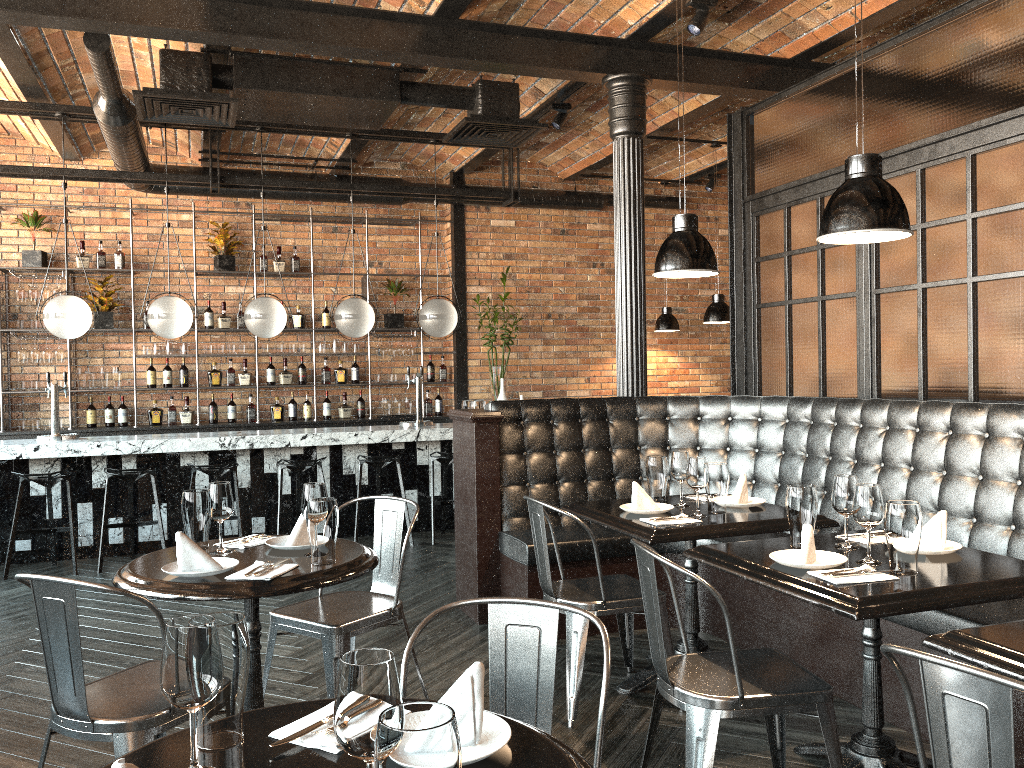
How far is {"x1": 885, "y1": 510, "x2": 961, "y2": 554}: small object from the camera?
2.9 meters

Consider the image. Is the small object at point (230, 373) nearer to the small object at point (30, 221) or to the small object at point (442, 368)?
the small object at point (30, 221)

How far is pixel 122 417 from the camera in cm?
855

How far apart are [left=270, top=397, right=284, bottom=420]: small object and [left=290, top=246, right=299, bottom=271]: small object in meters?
1.4 m

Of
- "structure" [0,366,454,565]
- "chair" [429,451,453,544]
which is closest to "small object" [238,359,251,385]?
"structure" [0,366,454,565]

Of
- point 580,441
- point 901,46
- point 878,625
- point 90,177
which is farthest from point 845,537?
point 90,177

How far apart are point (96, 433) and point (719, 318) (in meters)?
5.86

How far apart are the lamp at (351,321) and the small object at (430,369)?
2.13m

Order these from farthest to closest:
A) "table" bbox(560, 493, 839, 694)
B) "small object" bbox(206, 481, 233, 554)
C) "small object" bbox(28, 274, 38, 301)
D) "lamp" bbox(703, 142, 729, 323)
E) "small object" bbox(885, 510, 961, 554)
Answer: "small object" bbox(28, 274, 38, 301) → "lamp" bbox(703, 142, 729, 323) → "table" bbox(560, 493, 839, 694) → "small object" bbox(206, 481, 233, 554) → "small object" bbox(885, 510, 961, 554)

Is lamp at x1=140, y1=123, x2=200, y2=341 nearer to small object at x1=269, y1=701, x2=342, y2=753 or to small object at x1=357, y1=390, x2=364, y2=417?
small object at x1=357, y1=390, x2=364, y2=417
